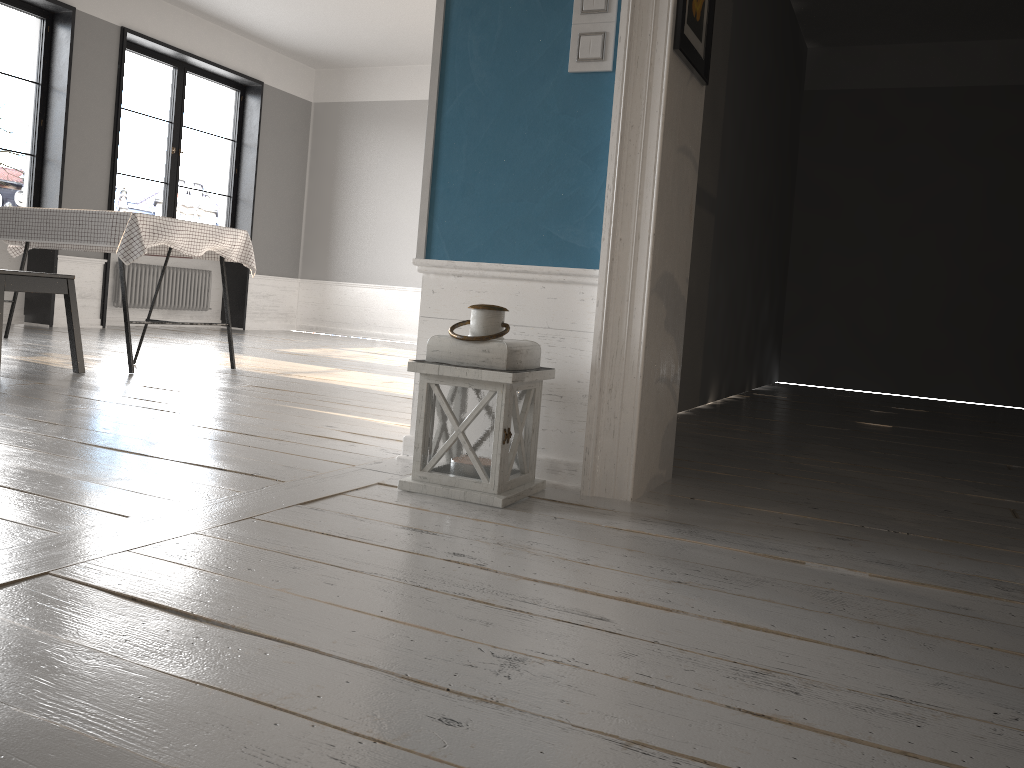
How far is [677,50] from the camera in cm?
225

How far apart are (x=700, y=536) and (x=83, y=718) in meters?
1.4

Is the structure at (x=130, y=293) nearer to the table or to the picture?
the table

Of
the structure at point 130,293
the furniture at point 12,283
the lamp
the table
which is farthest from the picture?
the structure at point 130,293

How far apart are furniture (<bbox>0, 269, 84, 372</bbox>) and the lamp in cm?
249

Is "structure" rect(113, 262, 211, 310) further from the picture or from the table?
the picture

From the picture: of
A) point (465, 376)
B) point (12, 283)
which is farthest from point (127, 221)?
point (465, 376)

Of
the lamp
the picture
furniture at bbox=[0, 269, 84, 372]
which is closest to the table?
furniture at bbox=[0, 269, 84, 372]

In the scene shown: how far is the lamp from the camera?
2.1m

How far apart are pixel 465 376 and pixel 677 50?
1.0m
